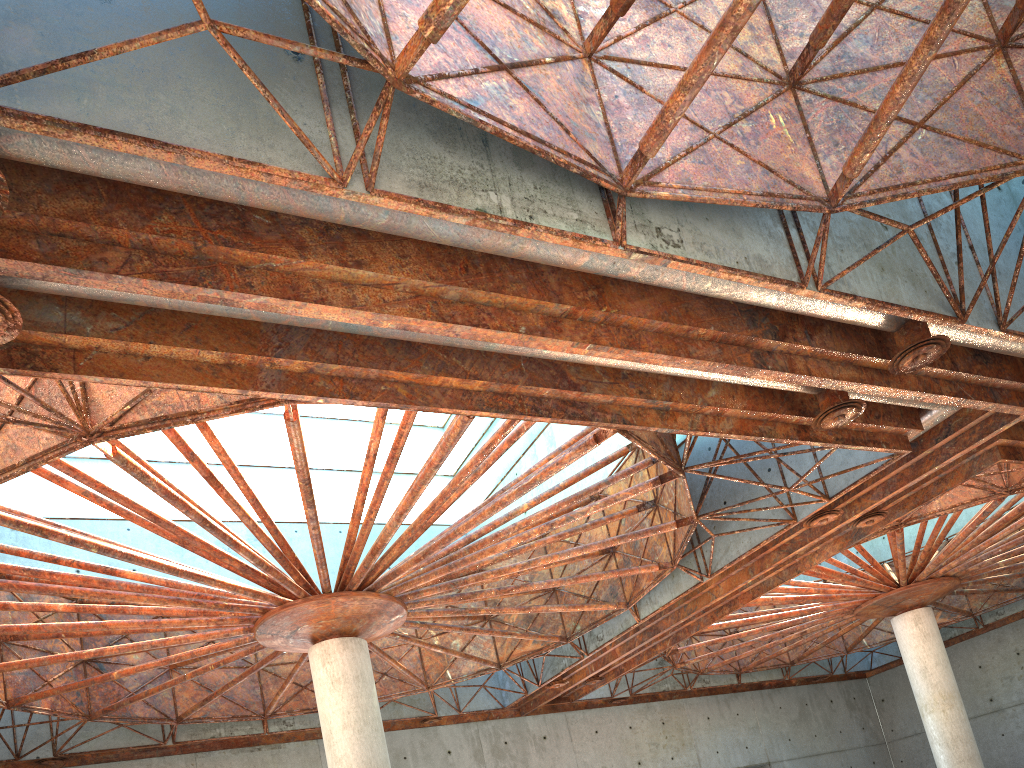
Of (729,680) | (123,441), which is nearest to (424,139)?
(123,441)
